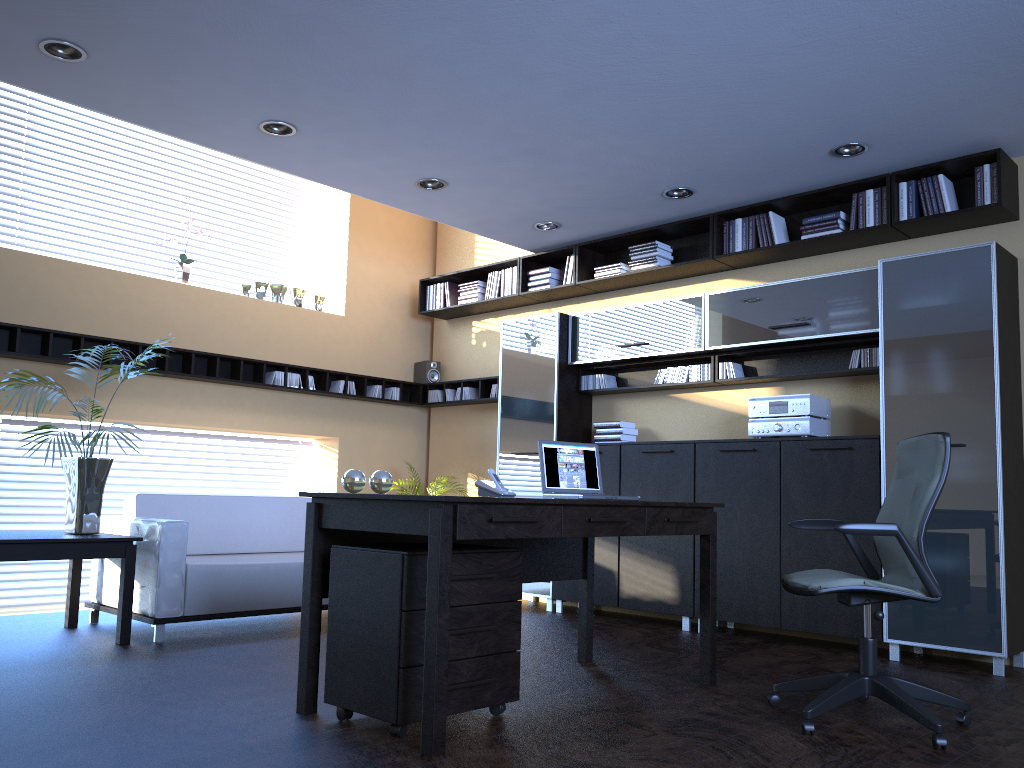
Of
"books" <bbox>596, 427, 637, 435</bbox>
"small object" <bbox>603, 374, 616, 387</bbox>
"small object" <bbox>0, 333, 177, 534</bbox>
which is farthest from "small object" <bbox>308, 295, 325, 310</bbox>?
"books" <bbox>596, 427, 637, 435</bbox>

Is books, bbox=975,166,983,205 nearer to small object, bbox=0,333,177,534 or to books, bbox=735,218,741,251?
books, bbox=735,218,741,251

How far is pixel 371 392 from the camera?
8.31m

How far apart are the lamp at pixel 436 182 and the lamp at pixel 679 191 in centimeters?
156cm

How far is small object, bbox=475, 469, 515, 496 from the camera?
3.9m

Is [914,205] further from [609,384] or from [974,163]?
[609,384]

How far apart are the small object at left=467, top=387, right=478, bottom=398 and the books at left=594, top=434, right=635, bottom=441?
1.8m

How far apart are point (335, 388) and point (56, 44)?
4.1 meters

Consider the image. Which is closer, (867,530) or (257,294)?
(867,530)

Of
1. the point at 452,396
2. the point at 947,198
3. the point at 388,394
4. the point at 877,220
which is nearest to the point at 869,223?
the point at 877,220
